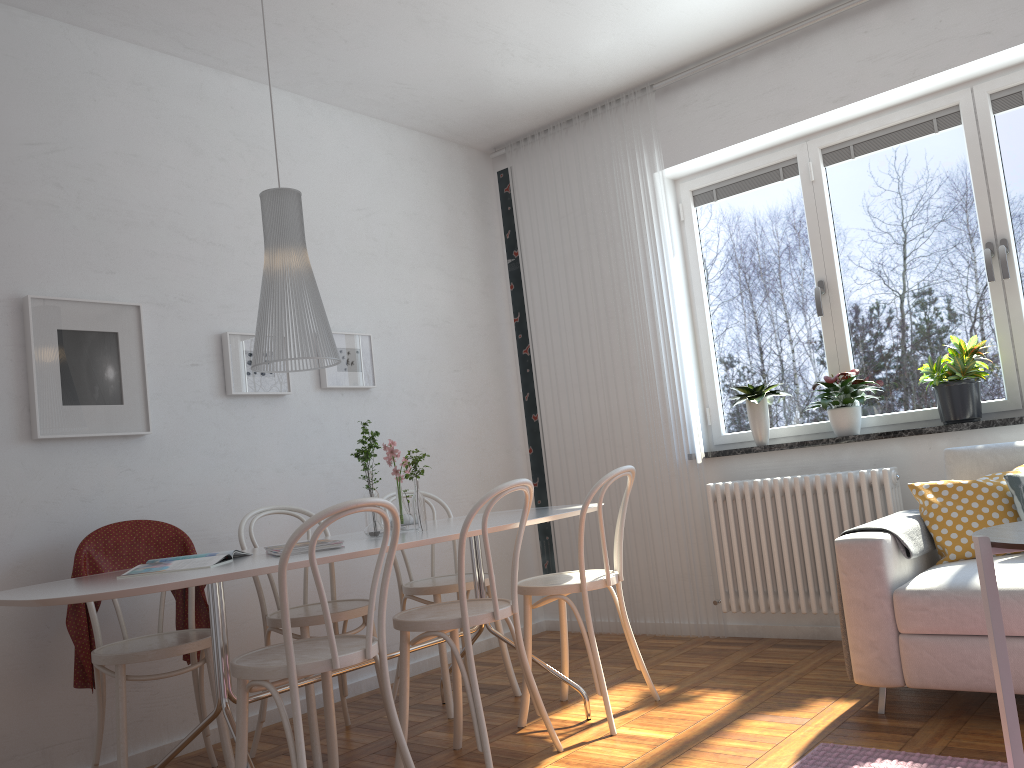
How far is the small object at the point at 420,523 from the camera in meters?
3.1

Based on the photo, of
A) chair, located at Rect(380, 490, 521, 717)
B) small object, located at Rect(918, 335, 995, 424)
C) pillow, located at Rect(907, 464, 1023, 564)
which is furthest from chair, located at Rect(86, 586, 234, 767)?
small object, located at Rect(918, 335, 995, 424)

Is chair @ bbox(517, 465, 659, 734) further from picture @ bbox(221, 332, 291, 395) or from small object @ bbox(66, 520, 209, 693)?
picture @ bbox(221, 332, 291, 395)

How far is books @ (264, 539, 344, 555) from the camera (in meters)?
2.63

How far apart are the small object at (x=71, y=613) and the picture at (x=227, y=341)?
0.7m

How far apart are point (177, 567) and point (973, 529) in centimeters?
264cm

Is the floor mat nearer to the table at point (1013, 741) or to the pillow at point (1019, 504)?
the table at point (1013, 741)

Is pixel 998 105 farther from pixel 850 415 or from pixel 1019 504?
pixel 1019 504

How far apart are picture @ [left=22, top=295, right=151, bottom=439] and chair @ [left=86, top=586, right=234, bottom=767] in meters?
0.6

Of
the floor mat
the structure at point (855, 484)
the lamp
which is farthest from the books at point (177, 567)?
the structure at point (855, 484)
